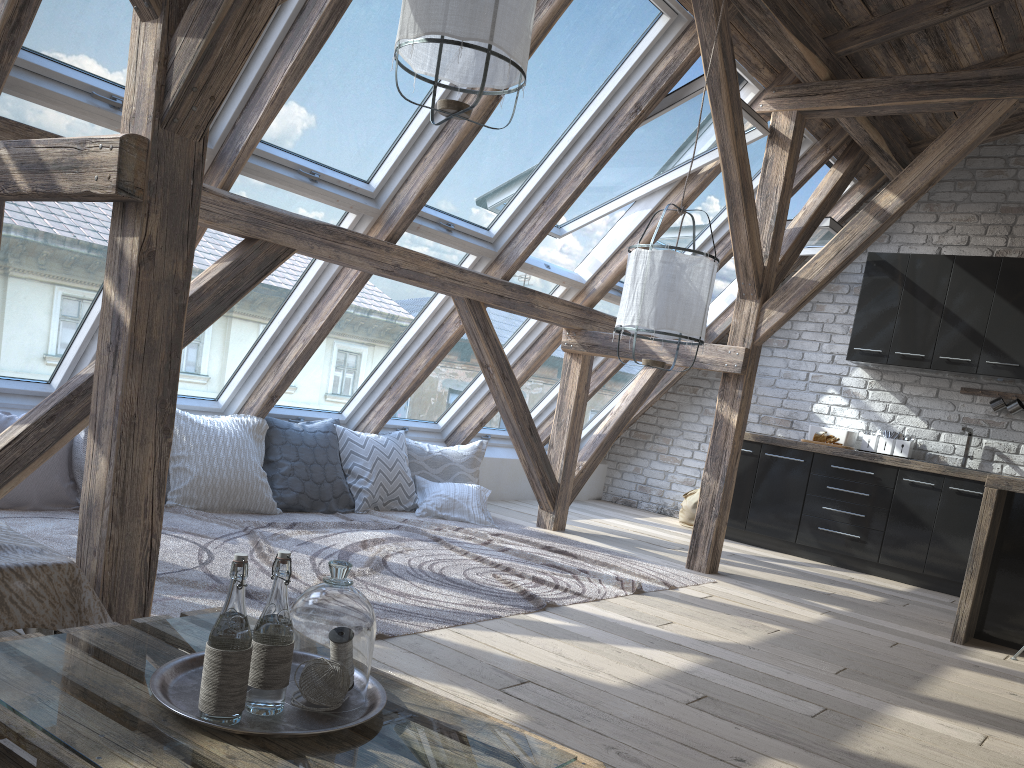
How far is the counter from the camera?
4.25m

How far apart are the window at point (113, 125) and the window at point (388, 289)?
1.2m

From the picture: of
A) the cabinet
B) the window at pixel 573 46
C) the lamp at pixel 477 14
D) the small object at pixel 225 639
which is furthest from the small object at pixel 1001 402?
the small object at pixel 225 639

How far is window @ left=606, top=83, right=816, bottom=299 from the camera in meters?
5.9

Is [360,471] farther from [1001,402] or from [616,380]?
[1001,402]

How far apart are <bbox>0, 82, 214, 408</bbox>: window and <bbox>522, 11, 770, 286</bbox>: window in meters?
2.2

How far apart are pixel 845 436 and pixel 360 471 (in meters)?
3.68

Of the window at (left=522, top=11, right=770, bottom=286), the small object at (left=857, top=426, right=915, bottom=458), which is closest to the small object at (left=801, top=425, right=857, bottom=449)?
the small object at (left=857, top=426, right=915, bottom=458)

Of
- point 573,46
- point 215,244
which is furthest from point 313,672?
point 573,46

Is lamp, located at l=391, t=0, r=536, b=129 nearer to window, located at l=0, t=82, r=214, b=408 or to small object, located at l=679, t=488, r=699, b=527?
window, located at l=0, t=82, r=214, b=408
